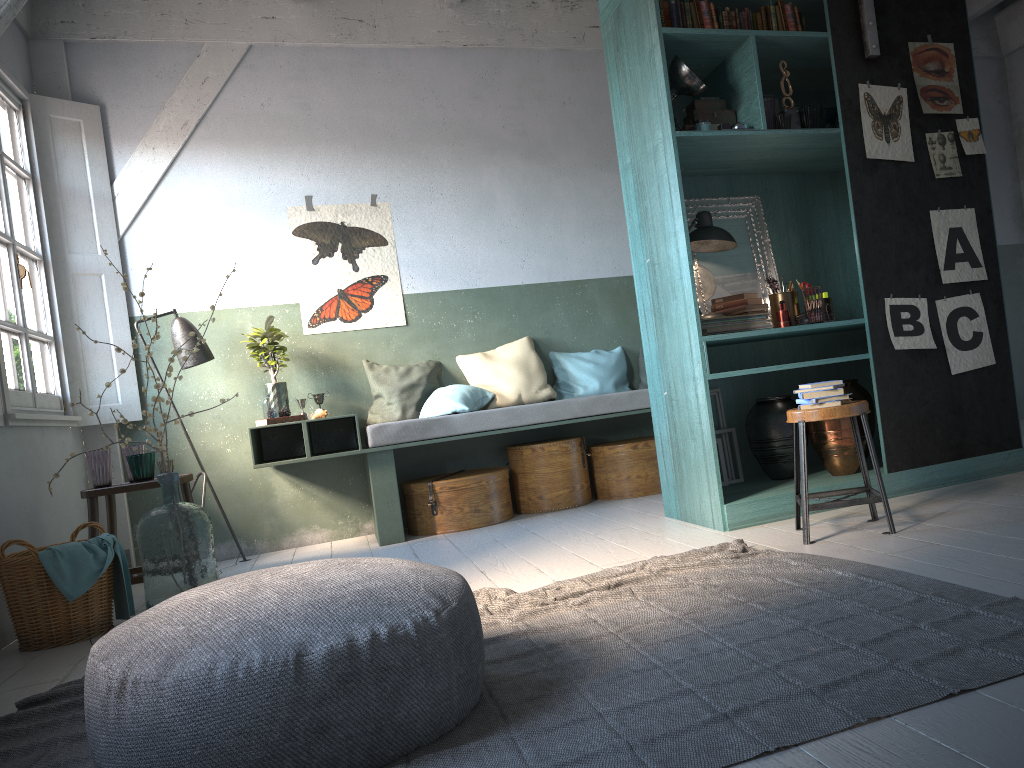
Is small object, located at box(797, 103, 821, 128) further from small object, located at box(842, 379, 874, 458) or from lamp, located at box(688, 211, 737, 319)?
small object, located at box(842, 379, 874, 458)

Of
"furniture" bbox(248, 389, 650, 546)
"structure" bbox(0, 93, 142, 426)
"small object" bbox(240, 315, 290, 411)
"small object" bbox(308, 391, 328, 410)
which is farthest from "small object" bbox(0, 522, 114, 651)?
"small object" bbox(308, 391, 328, 410)

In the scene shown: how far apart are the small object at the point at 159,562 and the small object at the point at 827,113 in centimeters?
403cm

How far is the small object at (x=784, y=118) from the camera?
4.9m

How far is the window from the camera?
5.43m

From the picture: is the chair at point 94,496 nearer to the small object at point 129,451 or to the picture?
the small object at point 129,451

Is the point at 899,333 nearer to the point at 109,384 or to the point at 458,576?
the point at 458,576

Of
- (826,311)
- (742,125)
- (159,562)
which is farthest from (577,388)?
(159,562)

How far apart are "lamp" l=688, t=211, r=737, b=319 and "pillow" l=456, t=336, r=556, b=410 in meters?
2.0

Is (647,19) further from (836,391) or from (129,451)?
(129,451)
